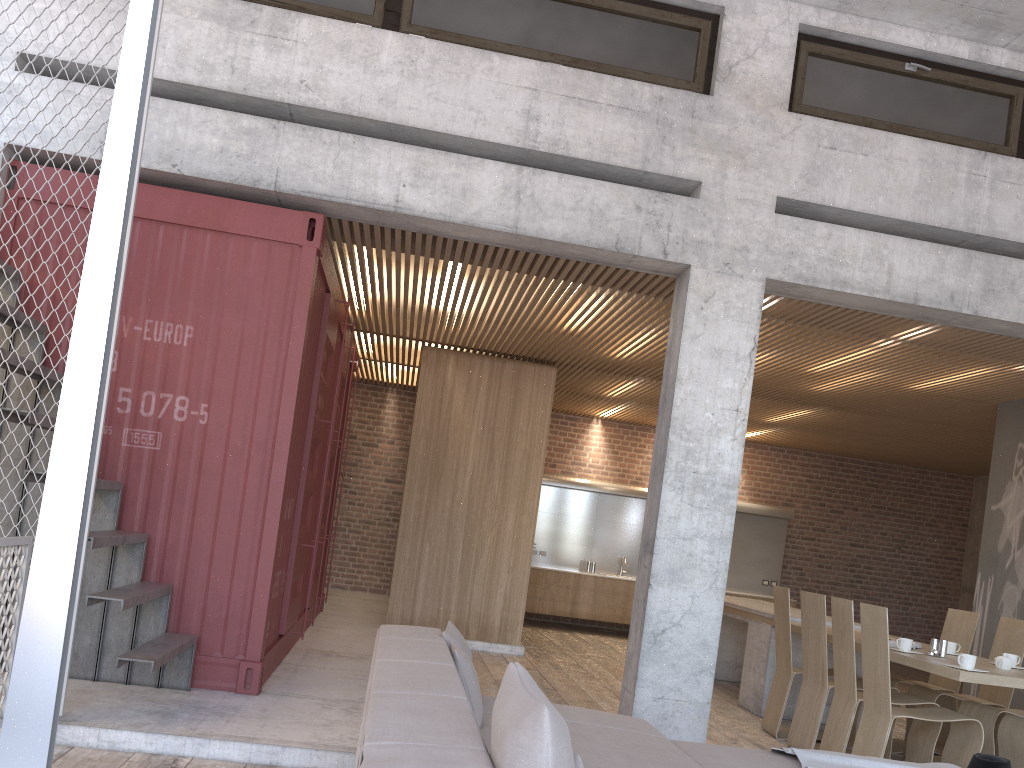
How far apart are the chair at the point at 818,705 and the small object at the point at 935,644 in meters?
0.7 m

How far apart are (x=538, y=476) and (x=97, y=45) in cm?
Result: 587

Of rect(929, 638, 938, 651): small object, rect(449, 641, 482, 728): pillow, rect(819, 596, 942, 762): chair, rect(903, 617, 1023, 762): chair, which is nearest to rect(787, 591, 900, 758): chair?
rect(819, 596, 942, 762): chair

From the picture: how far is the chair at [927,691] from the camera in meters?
6.4 m

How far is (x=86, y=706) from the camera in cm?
458

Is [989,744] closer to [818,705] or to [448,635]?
[818,705]

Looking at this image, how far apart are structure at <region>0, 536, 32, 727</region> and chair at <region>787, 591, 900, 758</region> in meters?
5.0 m

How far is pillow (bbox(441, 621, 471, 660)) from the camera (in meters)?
4.10

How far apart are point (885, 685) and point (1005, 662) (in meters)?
0.93

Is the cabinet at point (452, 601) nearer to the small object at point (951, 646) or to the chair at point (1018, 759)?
the small object at point (951, 646)
